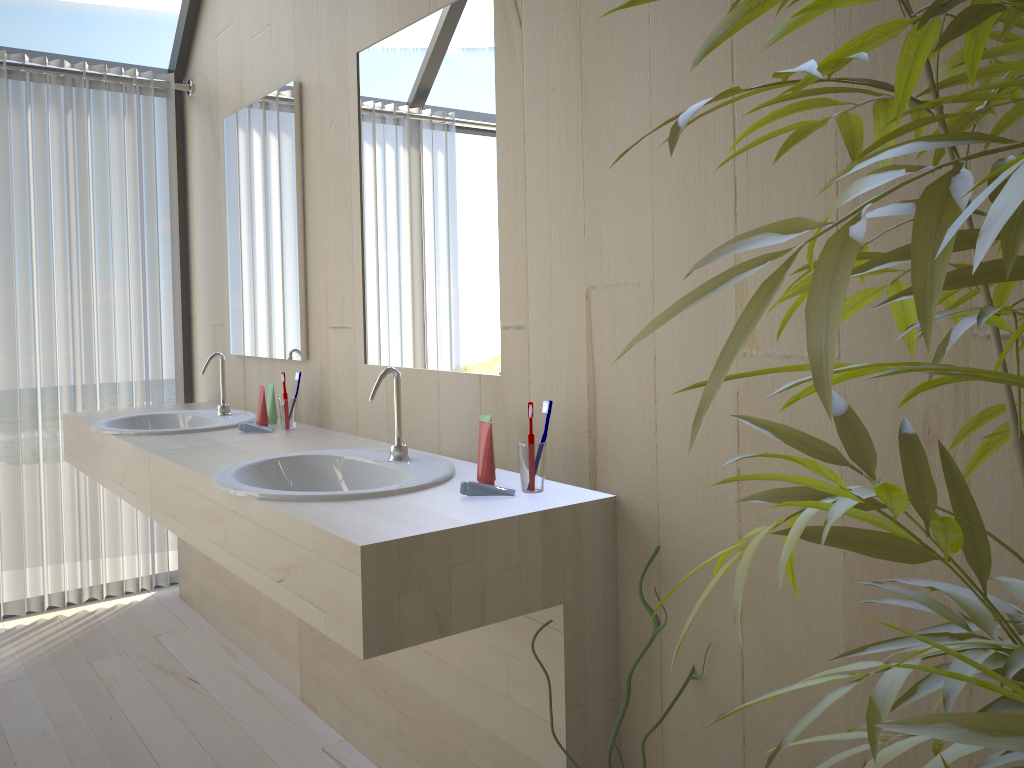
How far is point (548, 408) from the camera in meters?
1.7

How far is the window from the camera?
3.44m

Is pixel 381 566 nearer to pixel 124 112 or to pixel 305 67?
pixel 305 67

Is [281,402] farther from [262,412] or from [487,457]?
[487,457]

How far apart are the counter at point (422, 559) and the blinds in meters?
1.3

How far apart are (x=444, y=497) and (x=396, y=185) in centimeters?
95cm

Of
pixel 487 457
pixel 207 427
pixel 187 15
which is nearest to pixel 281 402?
pixel 207 427

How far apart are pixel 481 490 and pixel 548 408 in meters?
0.2 m

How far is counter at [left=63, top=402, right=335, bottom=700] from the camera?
2.5m

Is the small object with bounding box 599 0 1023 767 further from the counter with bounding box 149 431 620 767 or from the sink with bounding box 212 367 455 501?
the sink with bounding box 212 367 455 501
